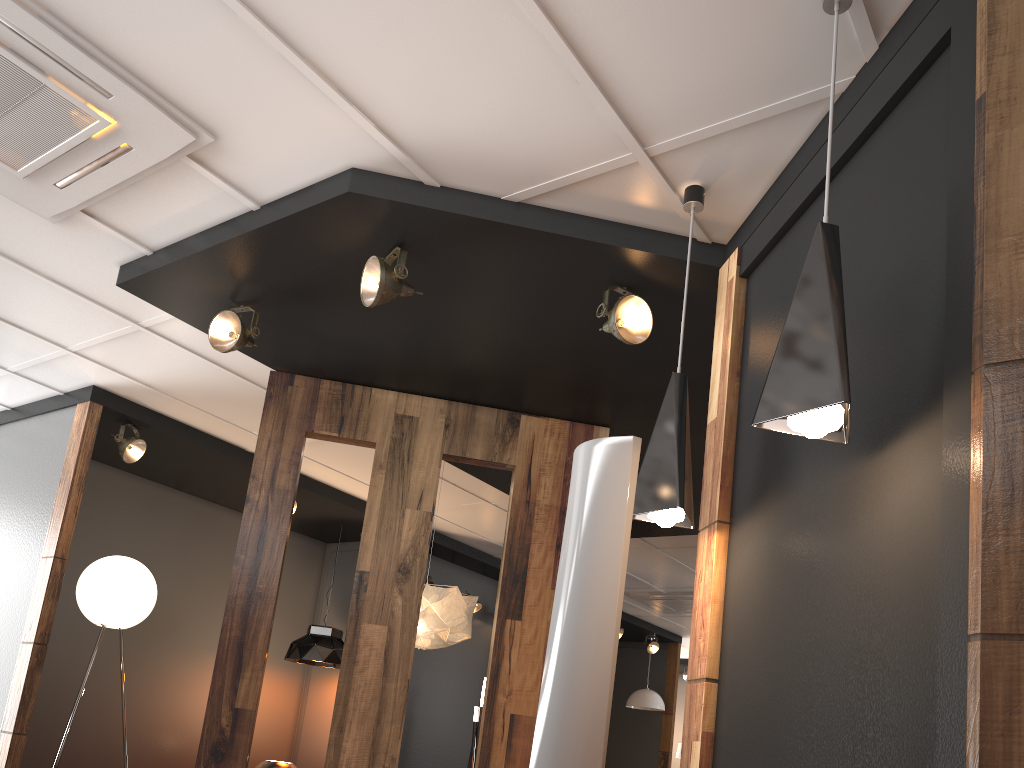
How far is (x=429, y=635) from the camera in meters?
4.9

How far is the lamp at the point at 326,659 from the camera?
7.0 meters

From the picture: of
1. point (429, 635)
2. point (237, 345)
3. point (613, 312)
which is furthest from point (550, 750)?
point (429, 635)

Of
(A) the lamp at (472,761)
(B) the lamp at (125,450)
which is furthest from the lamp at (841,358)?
(A) the lamp at (472,761)

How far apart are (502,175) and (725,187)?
0.80m

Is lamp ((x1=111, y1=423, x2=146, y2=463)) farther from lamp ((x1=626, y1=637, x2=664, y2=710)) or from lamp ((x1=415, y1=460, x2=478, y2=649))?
lamp ((x1=626, y1=637, x2=664, y2=710))

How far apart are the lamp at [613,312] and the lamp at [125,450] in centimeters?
359cm

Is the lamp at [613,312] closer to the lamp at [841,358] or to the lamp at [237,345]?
the lamp at [841,358]

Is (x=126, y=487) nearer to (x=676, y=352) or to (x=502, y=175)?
(x=676, y=352)

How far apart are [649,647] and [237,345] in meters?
8.6 m
